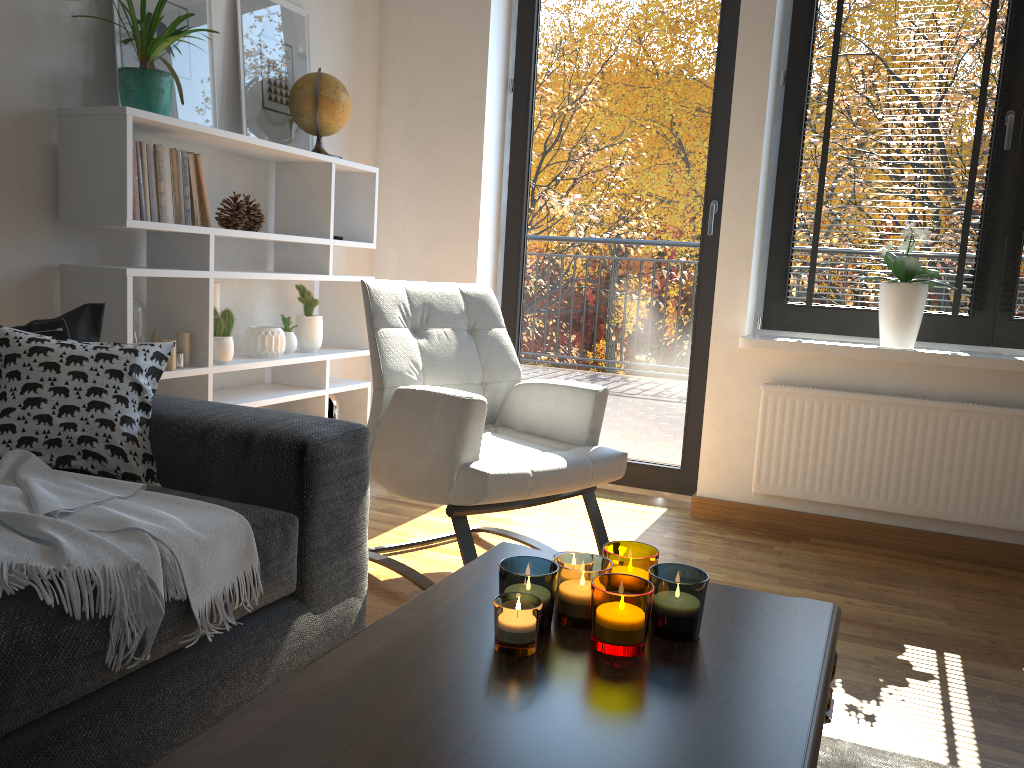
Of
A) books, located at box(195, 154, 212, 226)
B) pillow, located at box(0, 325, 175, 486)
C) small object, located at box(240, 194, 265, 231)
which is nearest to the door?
small object, located at box(240, 194, 265, 231)

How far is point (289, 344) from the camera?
3.0 meters

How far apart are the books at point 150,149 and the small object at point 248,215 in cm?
45

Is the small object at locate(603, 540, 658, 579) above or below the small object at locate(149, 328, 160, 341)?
below

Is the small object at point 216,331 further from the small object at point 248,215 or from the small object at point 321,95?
the small object at point 321,95

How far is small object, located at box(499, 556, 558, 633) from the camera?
1.1 meters

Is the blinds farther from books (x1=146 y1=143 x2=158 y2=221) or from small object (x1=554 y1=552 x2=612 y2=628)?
small object (x1=554 y1=552 x2=612 y2=628)

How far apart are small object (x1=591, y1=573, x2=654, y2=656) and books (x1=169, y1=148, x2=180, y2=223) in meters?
1.8

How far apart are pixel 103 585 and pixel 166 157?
1.56m

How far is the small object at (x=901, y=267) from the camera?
2.95m
